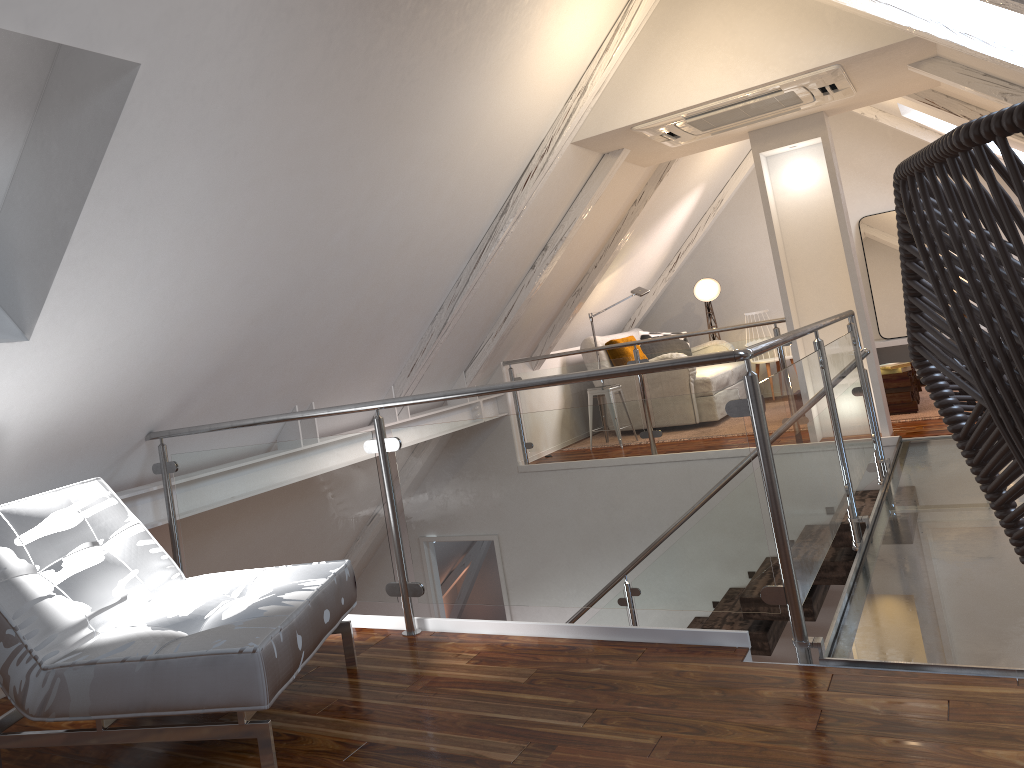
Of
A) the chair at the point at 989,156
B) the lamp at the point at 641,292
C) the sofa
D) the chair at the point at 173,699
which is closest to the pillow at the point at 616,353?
the sofa

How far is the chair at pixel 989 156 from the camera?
0.82m

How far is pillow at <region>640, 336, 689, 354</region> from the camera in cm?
773

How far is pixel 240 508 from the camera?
3.0m

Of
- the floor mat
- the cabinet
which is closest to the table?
the floor mat

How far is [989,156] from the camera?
0.8m

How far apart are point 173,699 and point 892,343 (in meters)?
6.90

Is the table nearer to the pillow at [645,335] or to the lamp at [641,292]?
the lamp at [641,292]

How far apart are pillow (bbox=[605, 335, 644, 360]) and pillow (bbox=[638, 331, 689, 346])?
0.87m

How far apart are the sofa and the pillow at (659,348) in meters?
0.2
